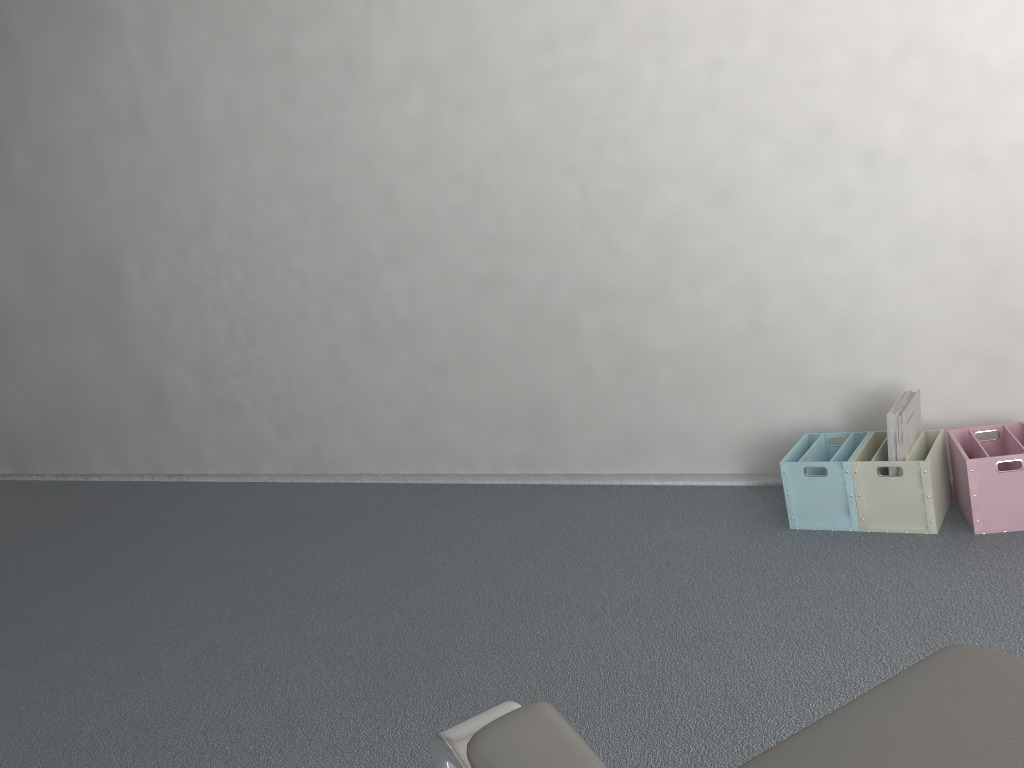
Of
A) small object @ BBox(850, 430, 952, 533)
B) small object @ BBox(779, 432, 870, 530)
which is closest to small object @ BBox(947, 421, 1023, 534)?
small object @ BBox(850, 430, 952, 533)

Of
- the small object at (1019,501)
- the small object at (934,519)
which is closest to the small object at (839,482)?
the small object at (934,519)

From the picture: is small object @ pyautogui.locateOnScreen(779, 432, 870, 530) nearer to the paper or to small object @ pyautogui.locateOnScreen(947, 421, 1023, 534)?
the paper

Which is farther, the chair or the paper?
the paper

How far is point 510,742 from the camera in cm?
38

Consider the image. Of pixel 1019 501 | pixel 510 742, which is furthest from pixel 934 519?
pixel 510 742

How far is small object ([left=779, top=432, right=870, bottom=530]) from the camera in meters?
2.3

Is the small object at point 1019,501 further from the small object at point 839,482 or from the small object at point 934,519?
the small object at point 839,482

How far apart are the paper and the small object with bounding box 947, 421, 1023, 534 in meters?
0.1

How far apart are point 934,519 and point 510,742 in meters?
2.1
